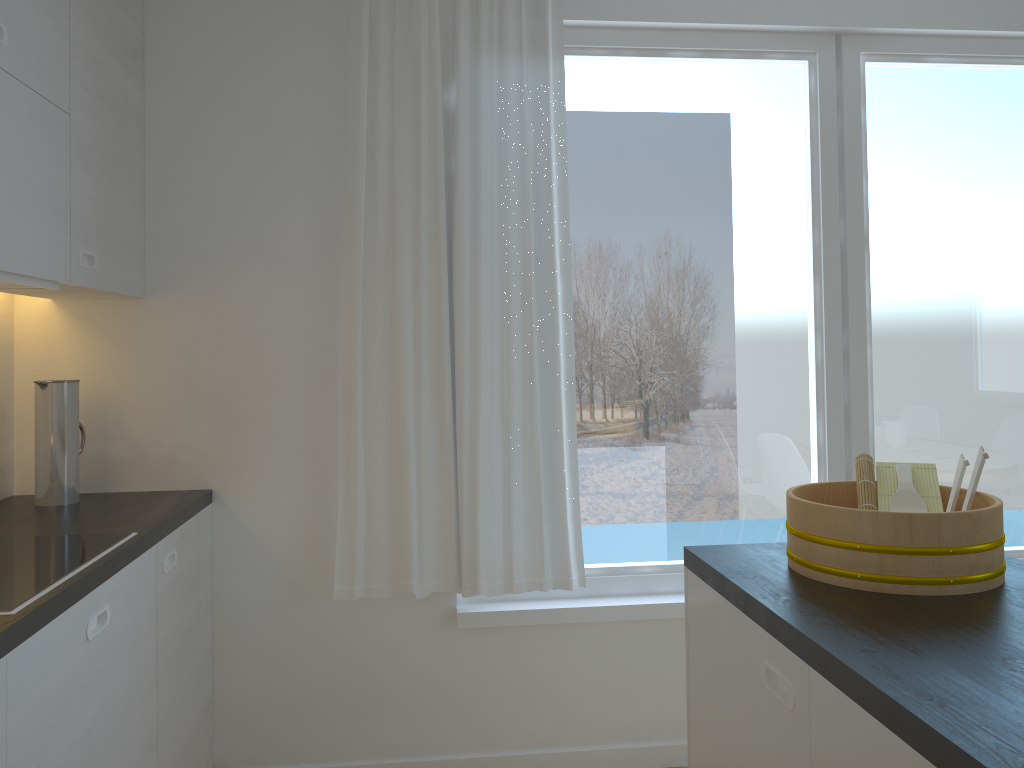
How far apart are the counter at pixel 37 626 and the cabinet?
0.0m

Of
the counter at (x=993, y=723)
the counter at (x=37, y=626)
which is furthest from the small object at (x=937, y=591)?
the counter at (x=37, y=626)

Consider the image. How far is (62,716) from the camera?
1.6m

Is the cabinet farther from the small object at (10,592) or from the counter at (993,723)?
the counter at (993,723)

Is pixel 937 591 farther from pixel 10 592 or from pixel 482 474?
pixel 10 592

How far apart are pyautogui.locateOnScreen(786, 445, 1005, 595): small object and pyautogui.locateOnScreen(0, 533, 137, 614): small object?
1.4m

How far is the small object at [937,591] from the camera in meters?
→ 1.5

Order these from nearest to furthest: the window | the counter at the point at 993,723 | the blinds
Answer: the counter at the point at 993,723 → the blinds → the window

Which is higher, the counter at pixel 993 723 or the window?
the window

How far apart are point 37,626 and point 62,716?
0.2m
